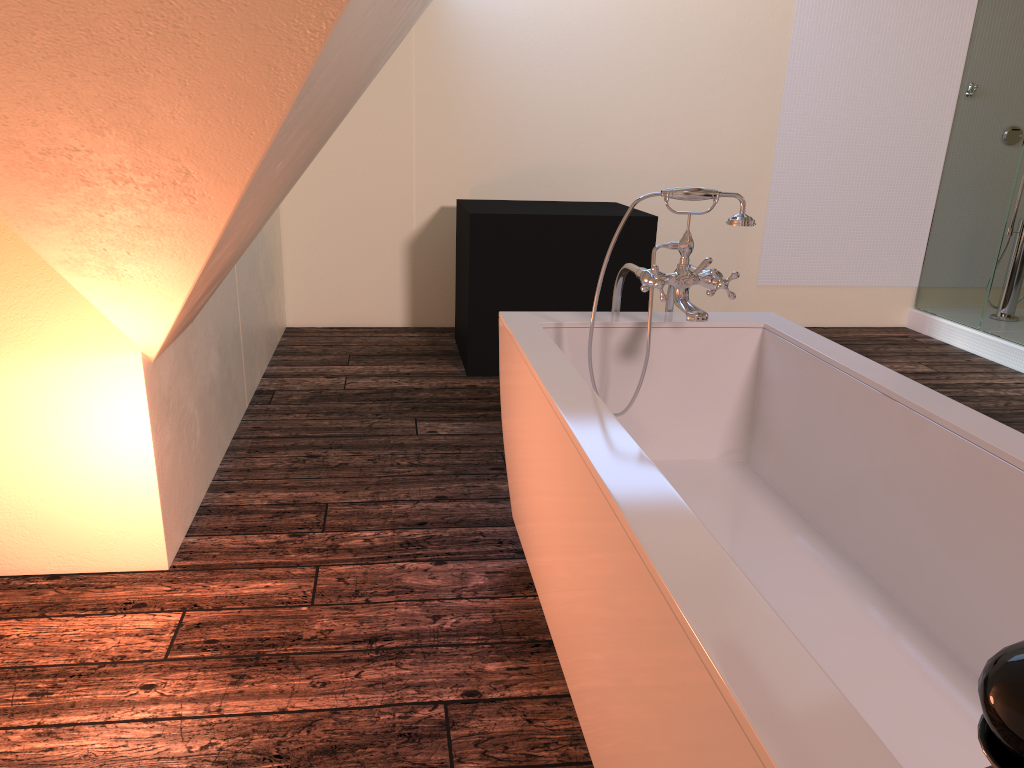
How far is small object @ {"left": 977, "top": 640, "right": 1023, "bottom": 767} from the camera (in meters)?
0.50

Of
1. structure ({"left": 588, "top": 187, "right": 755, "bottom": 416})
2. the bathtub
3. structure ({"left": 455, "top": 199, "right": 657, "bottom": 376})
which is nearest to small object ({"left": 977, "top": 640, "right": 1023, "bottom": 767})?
the bathtub

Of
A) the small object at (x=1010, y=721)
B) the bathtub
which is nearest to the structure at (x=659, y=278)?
the bathtub

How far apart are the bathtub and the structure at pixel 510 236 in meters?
1.7 m

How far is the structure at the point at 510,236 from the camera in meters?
4.1

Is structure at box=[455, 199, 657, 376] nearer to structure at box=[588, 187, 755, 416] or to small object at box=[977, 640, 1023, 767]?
structure at box=[588, 187, 755, 416]

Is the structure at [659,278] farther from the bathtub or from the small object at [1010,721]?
the small object at [1010,721]

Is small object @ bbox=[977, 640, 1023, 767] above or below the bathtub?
above

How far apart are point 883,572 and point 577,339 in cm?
96

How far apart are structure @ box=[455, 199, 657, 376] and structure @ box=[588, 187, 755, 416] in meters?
1.6
